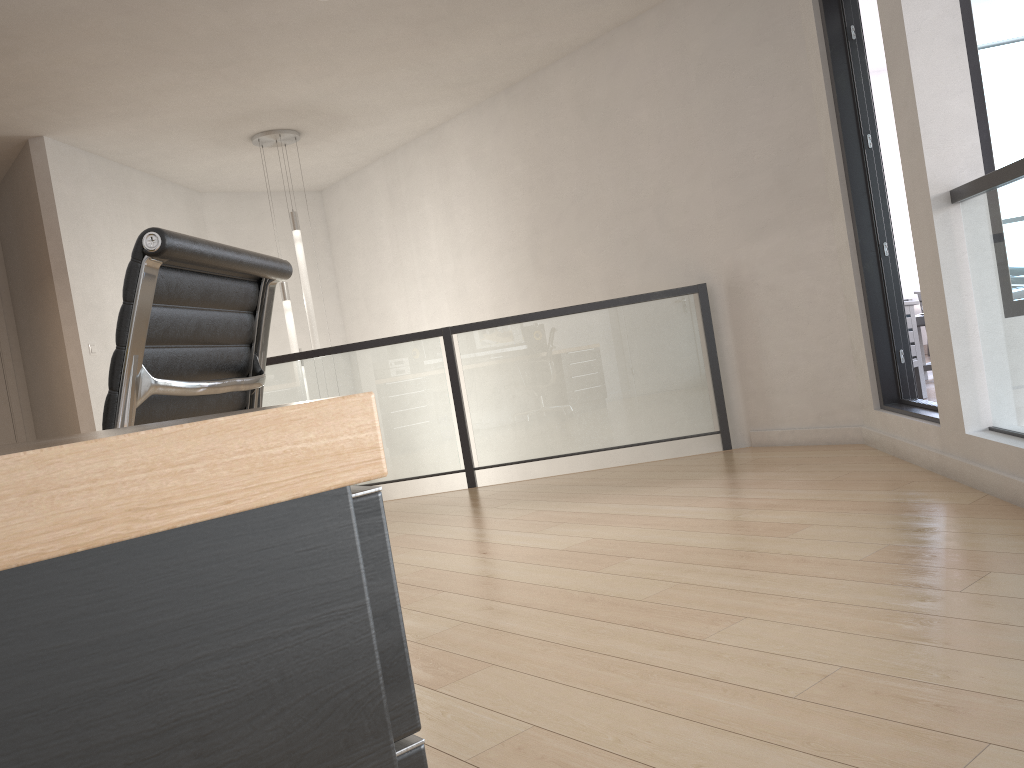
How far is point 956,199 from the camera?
3.2m

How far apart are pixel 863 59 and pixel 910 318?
1.7m

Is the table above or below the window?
below

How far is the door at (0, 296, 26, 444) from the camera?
7.0 meters

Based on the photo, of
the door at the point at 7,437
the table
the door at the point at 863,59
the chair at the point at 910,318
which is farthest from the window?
the door at the point at 7,437

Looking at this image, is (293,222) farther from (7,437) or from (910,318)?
(910,318)

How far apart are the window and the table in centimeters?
294cm

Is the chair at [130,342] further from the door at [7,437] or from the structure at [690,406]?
the door at [7,437]

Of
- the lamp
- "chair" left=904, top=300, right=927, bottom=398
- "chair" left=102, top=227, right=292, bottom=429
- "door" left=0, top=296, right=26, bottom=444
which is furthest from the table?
"door" left=0, top=296, right=26, bottom=444

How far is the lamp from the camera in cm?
660
